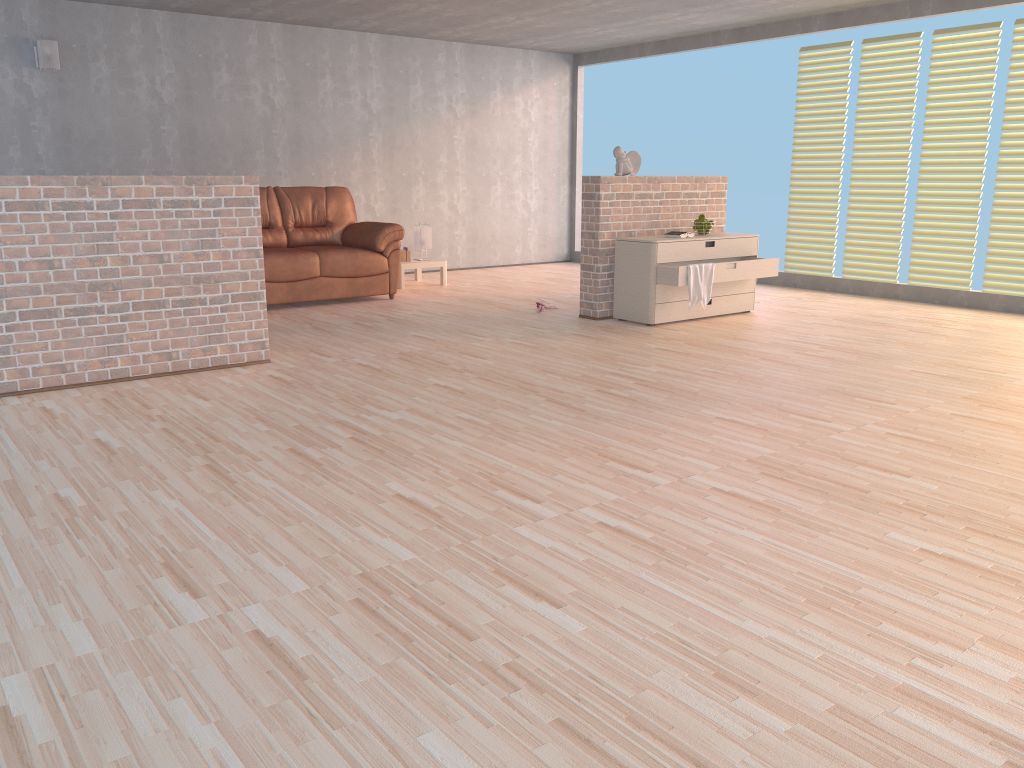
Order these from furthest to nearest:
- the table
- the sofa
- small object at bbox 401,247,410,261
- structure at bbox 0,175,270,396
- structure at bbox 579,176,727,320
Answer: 1. small object at bbox 401,247,410,261
2. the table
3. the sofa
4. structure at bbox 579,176,727,320
5. structure at bbox 0,175,270,396

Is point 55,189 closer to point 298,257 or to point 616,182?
point 298,257

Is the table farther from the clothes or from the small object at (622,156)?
the clothes

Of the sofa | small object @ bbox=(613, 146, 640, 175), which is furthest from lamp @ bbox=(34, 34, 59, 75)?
small object @ bbox=(613, 146, 640, 175)

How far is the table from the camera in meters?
8.5 m

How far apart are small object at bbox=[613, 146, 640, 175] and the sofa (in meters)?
2.07

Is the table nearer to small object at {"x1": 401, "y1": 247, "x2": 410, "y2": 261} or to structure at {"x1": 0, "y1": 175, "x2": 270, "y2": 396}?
small object at {"x1": 401, "y1": 247, "x2": 410, "y2": 261}

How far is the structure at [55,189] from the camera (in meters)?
→ 4.32

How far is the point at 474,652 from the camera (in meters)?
2.02

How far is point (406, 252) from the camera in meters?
8.6
